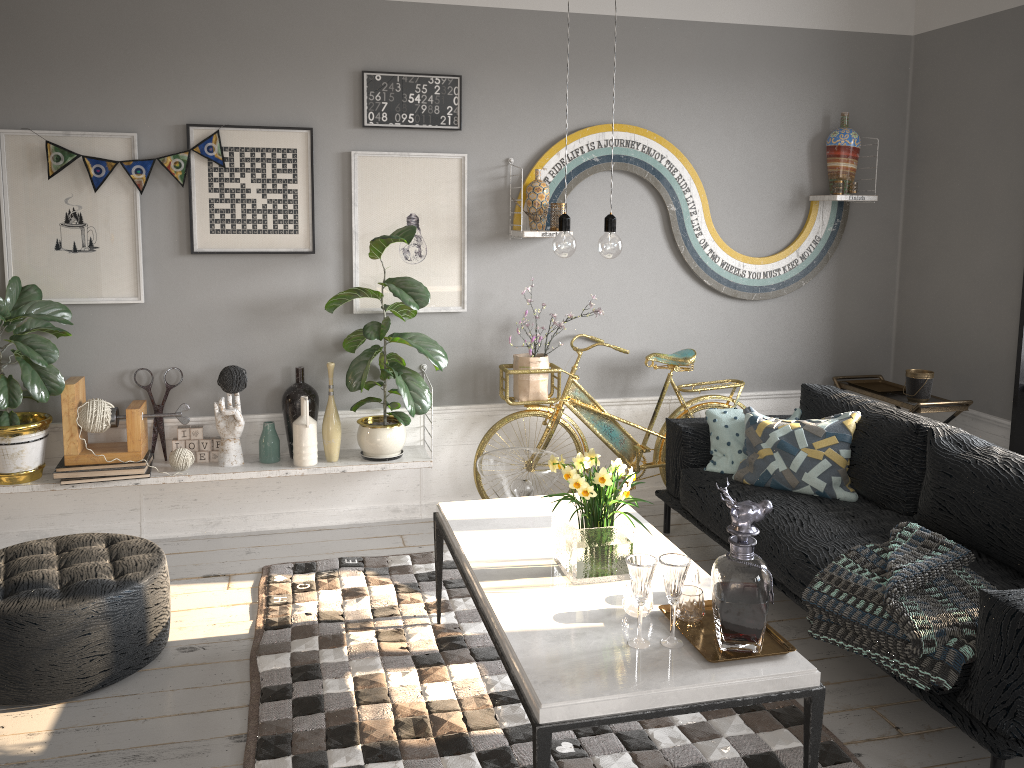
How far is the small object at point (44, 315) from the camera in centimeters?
377cm

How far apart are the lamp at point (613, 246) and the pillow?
1.7m

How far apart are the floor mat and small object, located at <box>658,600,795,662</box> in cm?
51

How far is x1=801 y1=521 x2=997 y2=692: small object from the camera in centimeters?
258cm

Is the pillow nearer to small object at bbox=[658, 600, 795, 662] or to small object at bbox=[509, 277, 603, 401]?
small object at bbox=[509, 277, 603, 401]

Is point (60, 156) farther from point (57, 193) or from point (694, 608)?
point (694, 608)

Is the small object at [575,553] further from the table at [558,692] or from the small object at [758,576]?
the small object at [758,576]

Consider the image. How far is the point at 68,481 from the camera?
3.94m

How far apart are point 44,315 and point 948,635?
3.6m

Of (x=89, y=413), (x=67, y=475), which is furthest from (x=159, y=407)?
(x=67, y=475)
